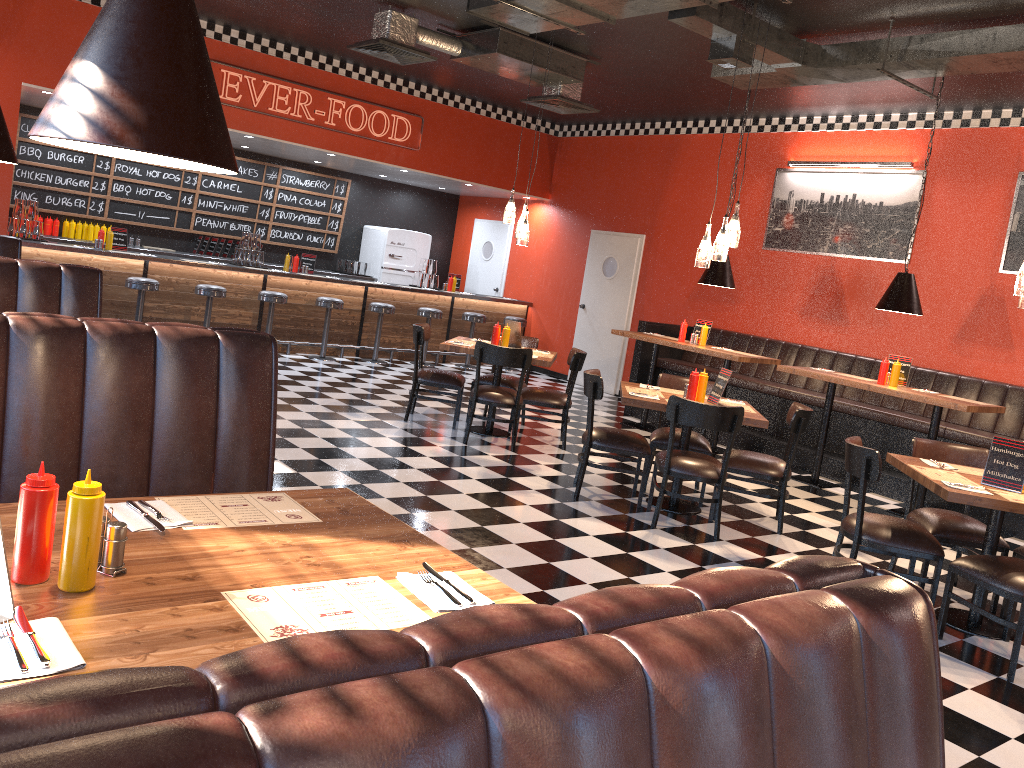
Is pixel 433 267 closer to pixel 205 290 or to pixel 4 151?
pixel 205 290

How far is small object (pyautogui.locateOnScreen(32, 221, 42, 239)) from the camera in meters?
9.4 m

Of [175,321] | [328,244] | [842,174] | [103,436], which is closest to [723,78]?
[842,174]

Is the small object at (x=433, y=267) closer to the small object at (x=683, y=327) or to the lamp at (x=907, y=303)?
the small object at (x=683, y=327)

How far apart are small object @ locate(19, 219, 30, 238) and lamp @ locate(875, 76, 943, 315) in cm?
850

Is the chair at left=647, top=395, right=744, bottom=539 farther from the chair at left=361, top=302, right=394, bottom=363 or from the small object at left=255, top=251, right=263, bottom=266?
the small object at left=255, top=251, right=263, bottom=266

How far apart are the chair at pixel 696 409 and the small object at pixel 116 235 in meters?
7.1

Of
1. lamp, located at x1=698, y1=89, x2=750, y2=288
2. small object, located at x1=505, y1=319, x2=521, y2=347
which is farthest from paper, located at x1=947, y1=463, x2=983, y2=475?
lamp, located at x1=698, y1=89, x2=750, y2=288

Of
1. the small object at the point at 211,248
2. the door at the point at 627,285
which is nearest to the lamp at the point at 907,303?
the door at the point at 627,285

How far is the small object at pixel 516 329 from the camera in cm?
791
